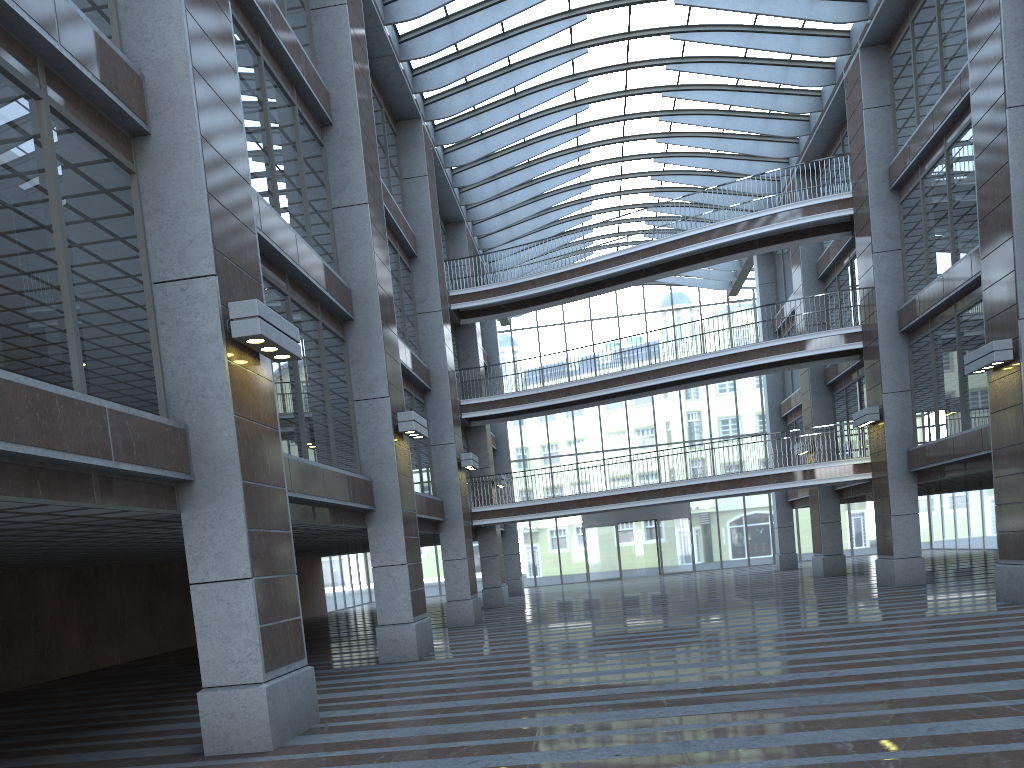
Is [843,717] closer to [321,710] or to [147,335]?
[321,710]

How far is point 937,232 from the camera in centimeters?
4367cm
